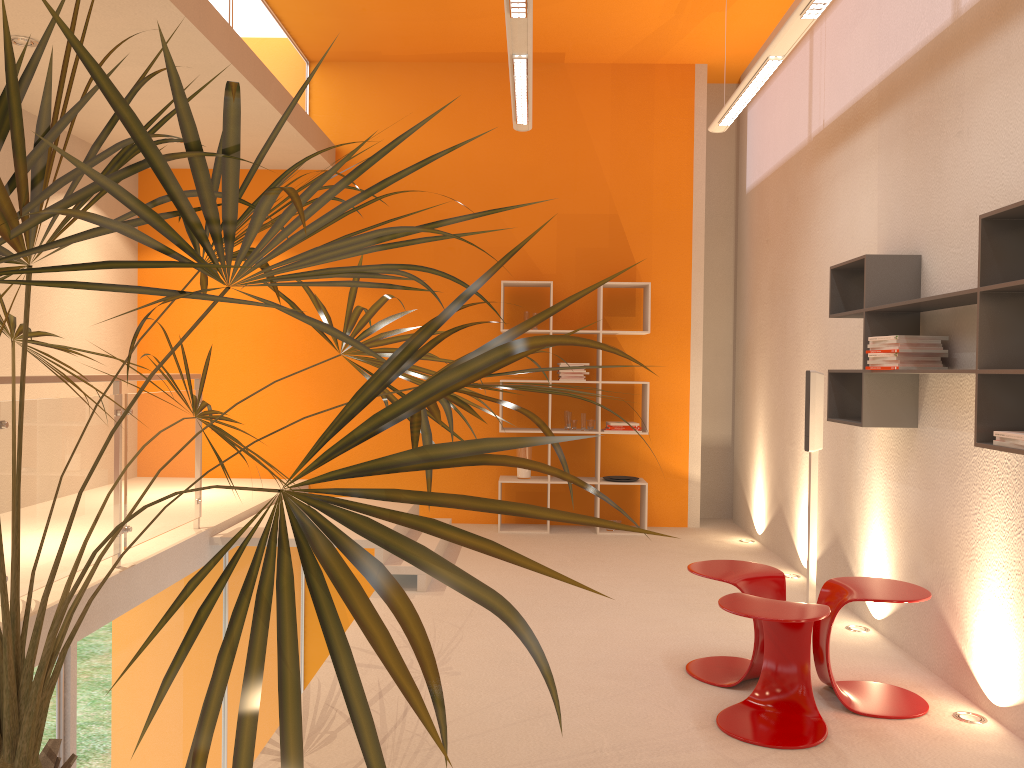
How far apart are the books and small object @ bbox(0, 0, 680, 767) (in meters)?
1.51

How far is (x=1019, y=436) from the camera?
2.76m

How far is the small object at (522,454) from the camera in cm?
713

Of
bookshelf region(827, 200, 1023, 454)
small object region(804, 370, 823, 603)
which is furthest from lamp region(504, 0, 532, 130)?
small object region(804, 370, 823, 603)

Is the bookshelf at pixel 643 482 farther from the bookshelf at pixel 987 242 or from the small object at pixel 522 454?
the bookshelf at pixel 987 242

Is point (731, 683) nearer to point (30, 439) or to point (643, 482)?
point (30, 439)

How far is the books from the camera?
2.8 meters

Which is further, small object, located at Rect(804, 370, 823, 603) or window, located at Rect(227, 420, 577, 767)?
window, located at Rect(227, 420, 577, 767)

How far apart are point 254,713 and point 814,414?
4.3 meters

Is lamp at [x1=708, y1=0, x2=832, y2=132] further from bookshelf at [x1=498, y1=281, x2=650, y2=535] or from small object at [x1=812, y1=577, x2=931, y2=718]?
small object at [x1=812, y1=577, x2=931, y2=718]
